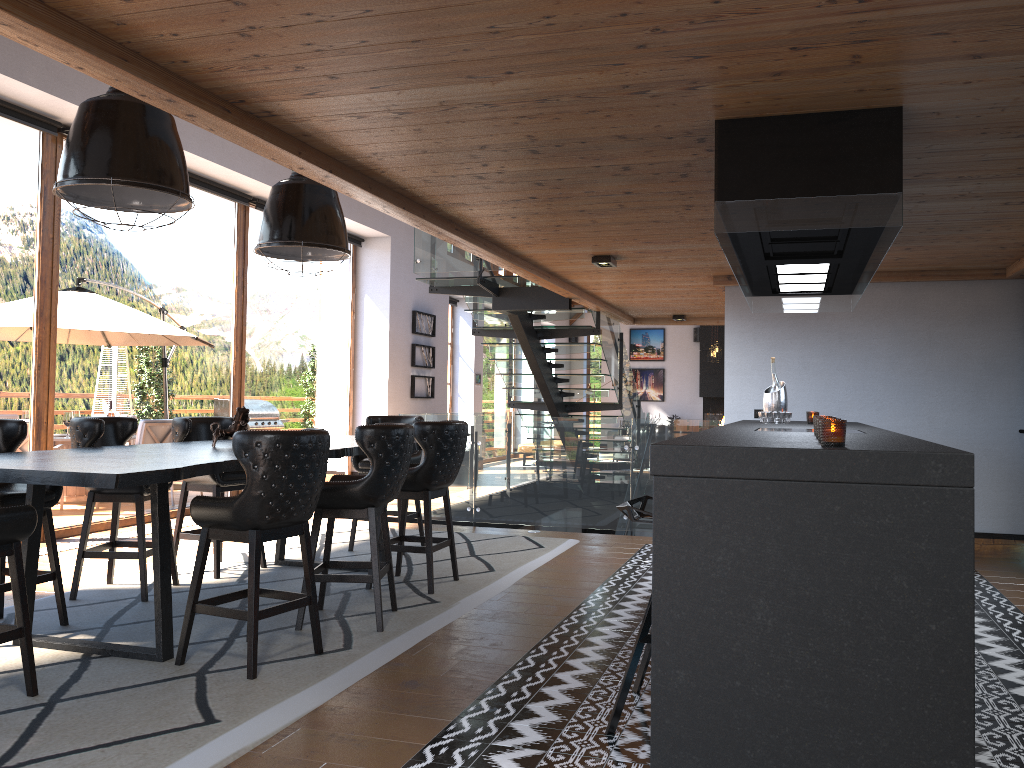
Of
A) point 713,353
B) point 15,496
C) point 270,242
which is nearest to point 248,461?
point 15,496

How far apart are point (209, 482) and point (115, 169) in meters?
2.6

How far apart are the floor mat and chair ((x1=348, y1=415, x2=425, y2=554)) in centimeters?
39cm

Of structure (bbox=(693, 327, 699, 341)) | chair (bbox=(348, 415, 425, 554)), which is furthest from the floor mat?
structure (bbox=(693, 327, 699, 341))

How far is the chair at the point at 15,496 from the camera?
4.4m

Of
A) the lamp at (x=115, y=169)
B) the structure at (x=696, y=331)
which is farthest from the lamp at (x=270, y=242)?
the structure at (x=696, y=331)

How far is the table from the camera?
3.5 meters

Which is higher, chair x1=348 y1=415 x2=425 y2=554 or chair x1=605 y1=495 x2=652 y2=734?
chair x1=348 y1=415 x2=425 y2=554

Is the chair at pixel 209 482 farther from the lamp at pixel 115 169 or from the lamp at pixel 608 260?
the lamp at pixel 608 260

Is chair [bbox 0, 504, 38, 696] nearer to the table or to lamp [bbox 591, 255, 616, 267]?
the table
